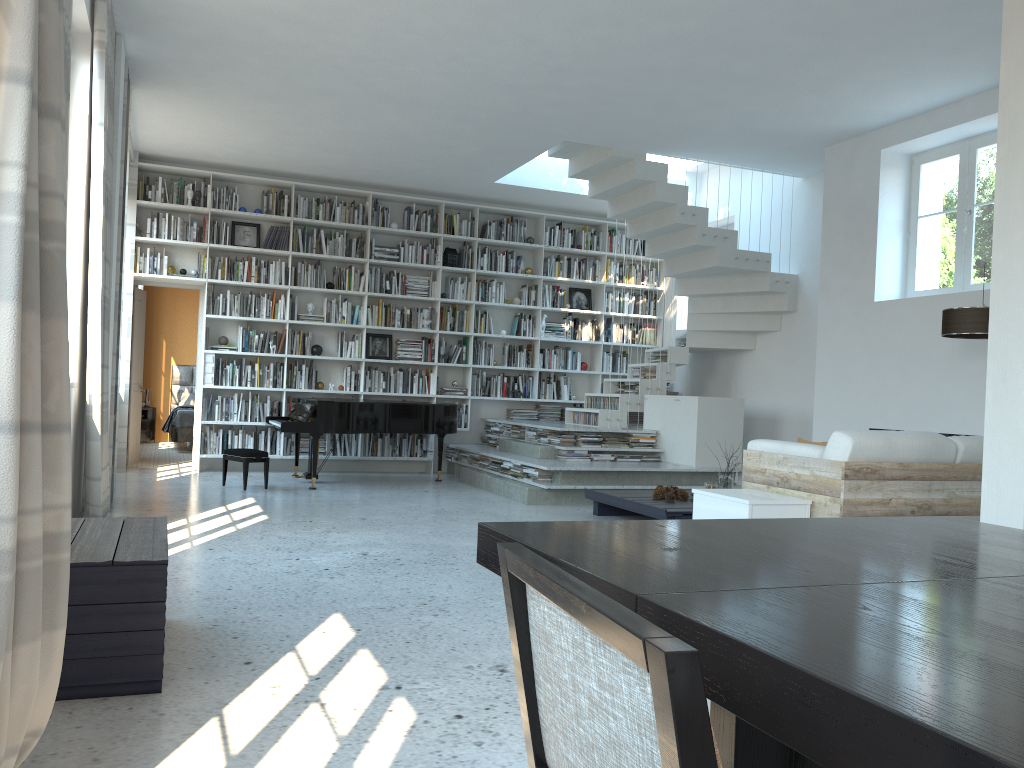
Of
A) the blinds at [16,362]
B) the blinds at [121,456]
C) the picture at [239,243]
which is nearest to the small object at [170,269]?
the blinds at [121,456]

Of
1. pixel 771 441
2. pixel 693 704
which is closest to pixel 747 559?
pixel 693 704

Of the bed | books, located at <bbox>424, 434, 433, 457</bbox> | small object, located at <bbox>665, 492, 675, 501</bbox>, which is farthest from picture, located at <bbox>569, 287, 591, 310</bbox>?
the bed

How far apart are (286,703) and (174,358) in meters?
11.8 m

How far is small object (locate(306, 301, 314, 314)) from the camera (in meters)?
9.75

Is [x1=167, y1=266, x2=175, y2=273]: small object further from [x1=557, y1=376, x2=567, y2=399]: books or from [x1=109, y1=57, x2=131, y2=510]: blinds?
[x1=557, y1=376, x2=567, y2=399]: books

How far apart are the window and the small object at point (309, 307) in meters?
6.0

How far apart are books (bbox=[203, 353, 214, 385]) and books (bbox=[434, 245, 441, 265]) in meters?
2.7

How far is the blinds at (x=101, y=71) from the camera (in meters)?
4.96

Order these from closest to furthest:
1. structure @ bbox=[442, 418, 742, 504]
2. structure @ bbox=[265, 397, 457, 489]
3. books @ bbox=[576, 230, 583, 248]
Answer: structure @ bbox=[442, 418, 742, 504]
structure @ bbox=[265, 397, 457, 489]
books @ bbox=[576, 230, 583, 248]
